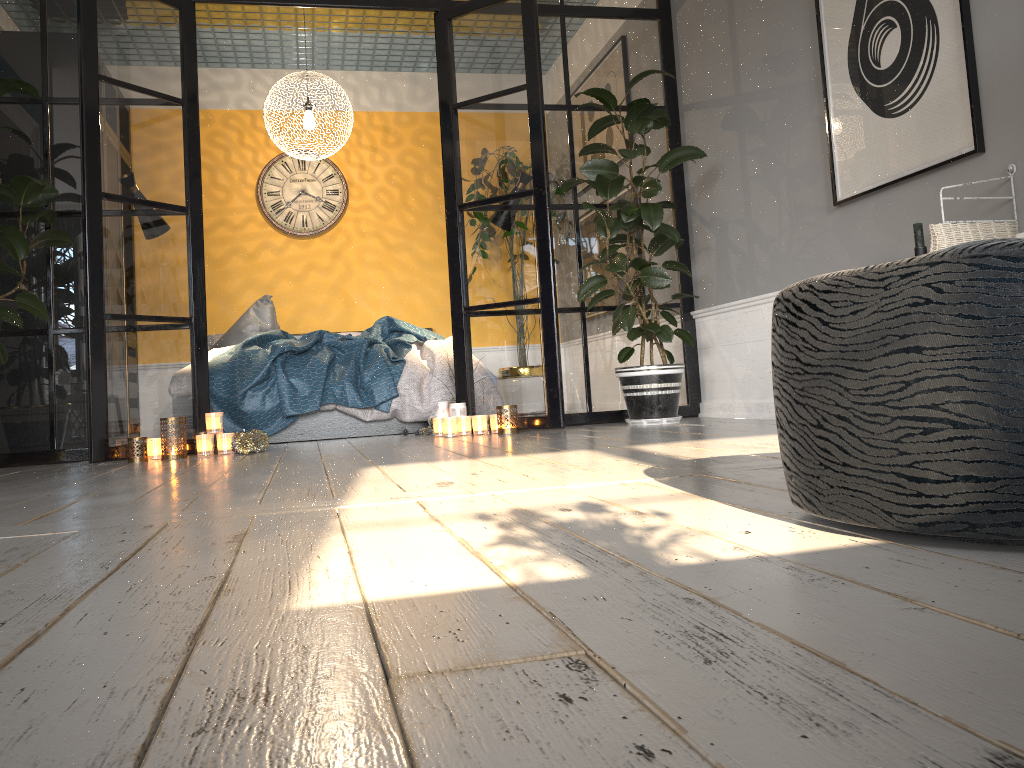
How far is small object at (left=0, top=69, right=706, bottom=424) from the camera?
3.9 meters

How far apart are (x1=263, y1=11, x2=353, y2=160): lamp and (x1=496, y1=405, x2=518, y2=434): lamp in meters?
2.6

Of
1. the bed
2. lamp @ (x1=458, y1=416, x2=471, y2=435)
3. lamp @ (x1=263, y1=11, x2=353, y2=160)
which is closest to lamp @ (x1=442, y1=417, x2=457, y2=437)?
lamp @ (x1=458, y1=416, x2=471, y2=435)

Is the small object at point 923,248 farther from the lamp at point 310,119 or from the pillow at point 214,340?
the pillow at point 214,340

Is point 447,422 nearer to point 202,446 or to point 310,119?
point 202,446

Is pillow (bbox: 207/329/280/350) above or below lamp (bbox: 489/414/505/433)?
above

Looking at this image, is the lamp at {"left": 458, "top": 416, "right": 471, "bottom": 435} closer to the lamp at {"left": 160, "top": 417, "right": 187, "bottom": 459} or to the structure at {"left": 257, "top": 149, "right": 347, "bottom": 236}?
the lamp at {"left": 160, "top": 417, "right": 187, "bottom": 459}

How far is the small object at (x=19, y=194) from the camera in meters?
3.9

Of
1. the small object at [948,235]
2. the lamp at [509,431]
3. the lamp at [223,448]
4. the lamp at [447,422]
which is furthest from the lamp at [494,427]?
the small object at [948,235]

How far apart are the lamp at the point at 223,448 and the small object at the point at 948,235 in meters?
3.0 m
